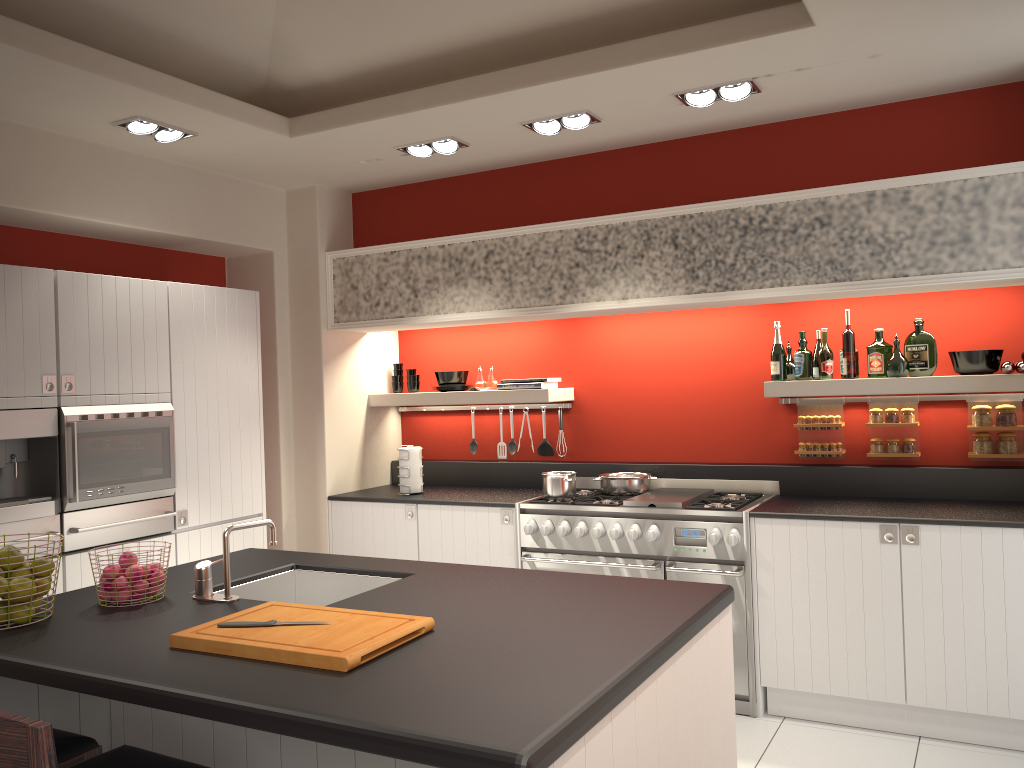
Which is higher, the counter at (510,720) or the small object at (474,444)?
the small object at (474,444)

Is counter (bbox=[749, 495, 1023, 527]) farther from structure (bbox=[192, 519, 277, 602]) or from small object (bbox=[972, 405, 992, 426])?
structure (bbox=[192, 519, 277, 602])

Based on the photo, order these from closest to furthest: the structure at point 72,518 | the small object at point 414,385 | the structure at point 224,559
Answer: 1. the structure at point 224,559
2. the structure at point 72,518
3. the small object at point 414,385

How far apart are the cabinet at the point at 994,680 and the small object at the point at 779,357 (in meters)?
0.86

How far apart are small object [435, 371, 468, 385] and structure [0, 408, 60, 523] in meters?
2.5 m

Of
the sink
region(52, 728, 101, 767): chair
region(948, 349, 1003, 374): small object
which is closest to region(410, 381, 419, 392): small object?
the sink

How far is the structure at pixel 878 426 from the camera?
4.7 meters

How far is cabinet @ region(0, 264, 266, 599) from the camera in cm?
392

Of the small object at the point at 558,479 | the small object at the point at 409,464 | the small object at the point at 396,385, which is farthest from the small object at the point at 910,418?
the small object at the point at 396,385

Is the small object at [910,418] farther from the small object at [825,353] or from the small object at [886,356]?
the small object at [825,353]
